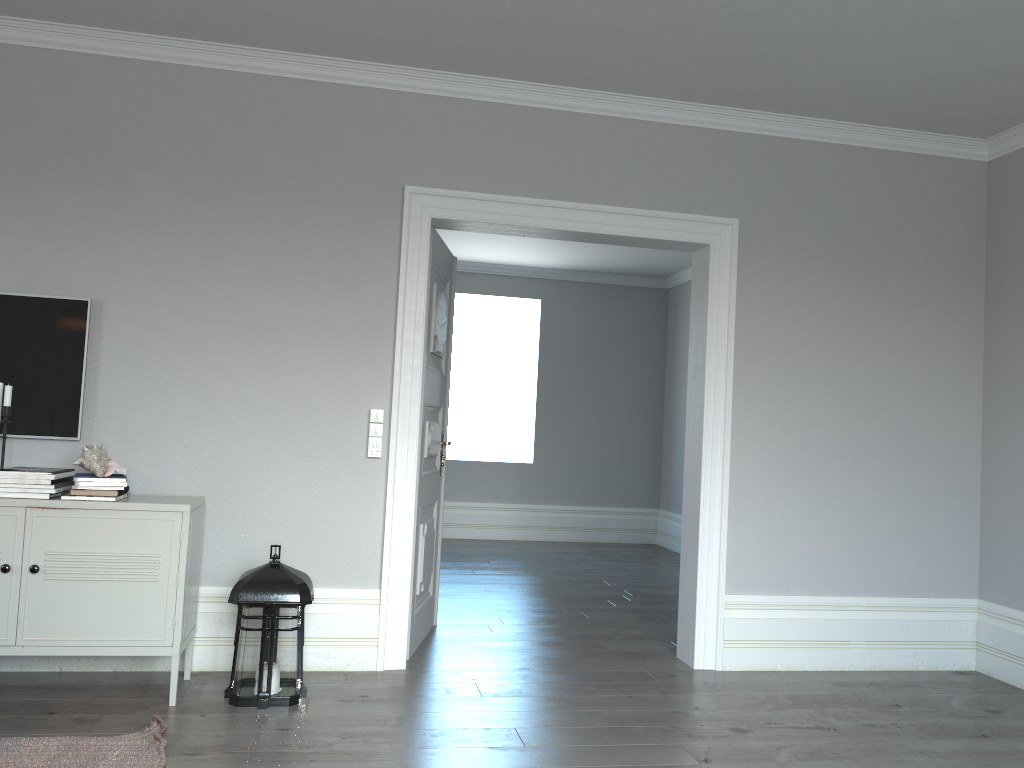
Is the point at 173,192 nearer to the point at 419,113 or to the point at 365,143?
the point at 365,143

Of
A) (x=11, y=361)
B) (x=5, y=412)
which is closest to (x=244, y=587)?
(x=5, y=412)

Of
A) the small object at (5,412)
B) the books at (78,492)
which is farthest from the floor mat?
the small object at (5,412)

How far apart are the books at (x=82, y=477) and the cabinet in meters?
0.1 m

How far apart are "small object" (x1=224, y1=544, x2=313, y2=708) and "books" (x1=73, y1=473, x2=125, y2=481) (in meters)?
0.60

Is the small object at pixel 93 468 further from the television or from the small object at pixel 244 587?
the small object at pixel 244 587

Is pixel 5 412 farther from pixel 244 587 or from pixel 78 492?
pixel 244 587

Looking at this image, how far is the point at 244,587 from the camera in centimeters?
339cm

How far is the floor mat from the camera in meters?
2.7

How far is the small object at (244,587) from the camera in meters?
3.4 m
